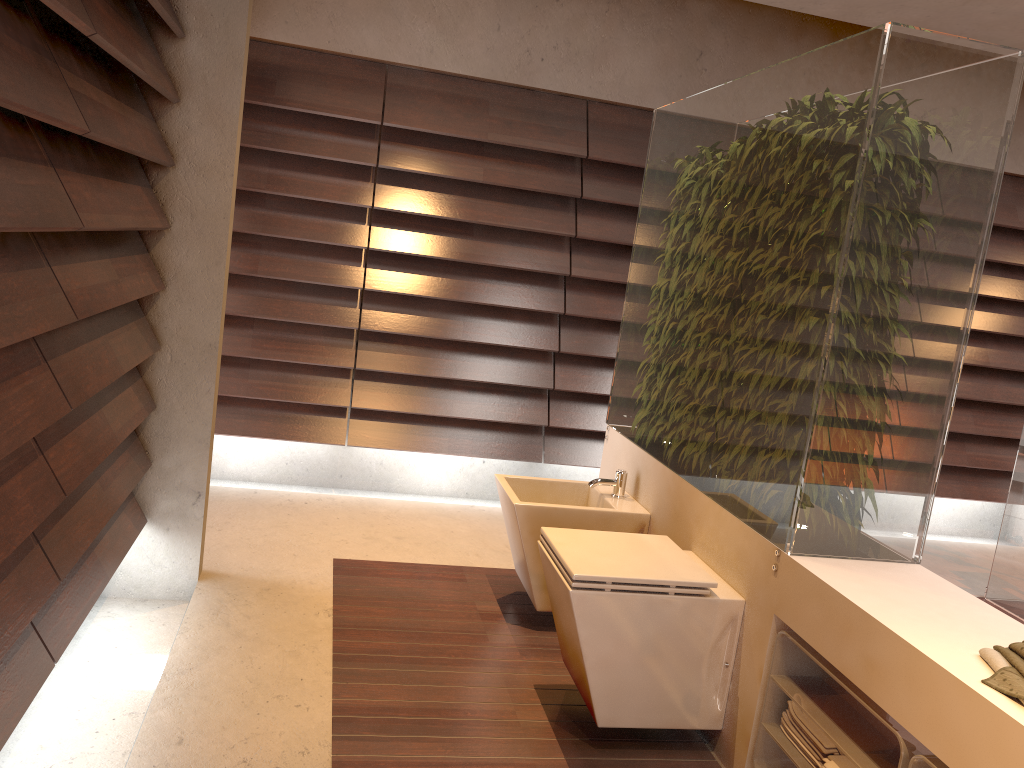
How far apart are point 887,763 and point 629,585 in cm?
67

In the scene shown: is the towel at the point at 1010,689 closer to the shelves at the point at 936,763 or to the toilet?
the shelves at the point at 936,763

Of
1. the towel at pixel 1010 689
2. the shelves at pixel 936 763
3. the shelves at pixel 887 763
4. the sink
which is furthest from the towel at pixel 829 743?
the sink

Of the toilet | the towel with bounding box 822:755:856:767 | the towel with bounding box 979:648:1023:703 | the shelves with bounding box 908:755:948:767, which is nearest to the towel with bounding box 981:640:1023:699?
the towel with bounding box 979:648:1023:703

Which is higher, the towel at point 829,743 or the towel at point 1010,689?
the towel at point 1010,689

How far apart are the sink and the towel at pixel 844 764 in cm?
112

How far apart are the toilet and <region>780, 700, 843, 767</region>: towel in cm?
21

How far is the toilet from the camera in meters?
2.2

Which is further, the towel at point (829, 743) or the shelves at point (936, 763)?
the towel at point (829, 743)

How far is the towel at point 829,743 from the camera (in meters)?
1.93
